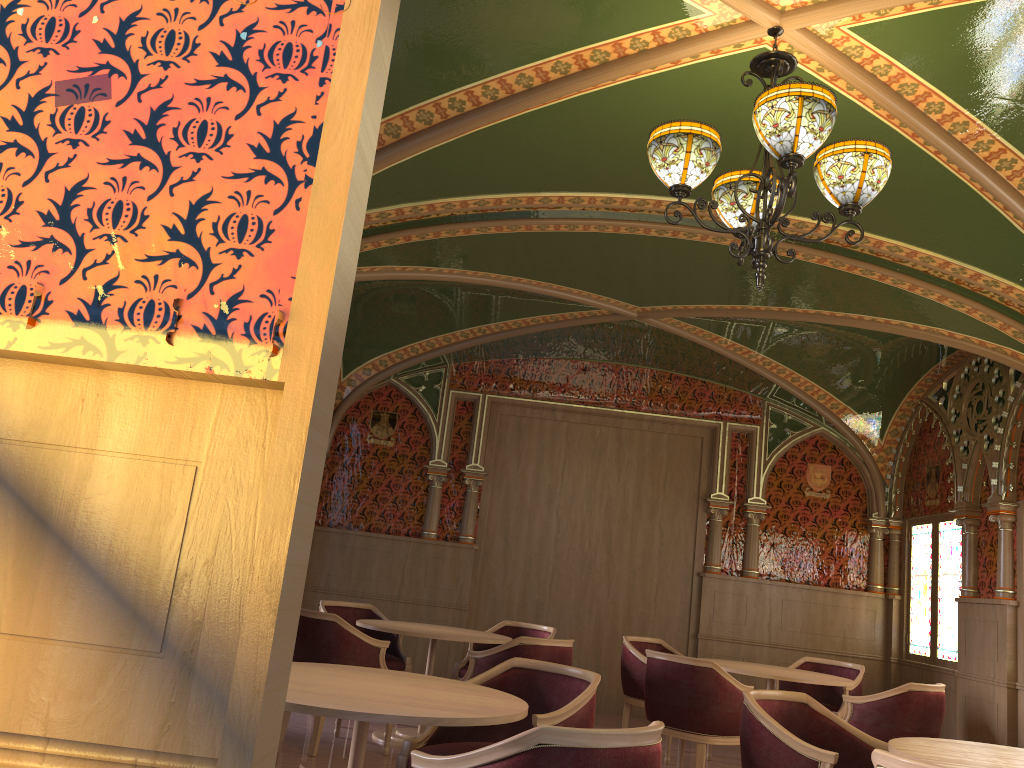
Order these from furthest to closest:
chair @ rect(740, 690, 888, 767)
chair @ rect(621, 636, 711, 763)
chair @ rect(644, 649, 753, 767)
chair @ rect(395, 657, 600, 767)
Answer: chair @ rect(621, 636, 711, 763) → chair @ rect(644, 649, 753, 767) → chair @ rect(395, 657, 600, 767) → chair @ rect(740, 690, 888, 767)

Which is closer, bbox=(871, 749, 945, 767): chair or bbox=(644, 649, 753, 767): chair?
bbox=(871, 749, 945, 767): chair

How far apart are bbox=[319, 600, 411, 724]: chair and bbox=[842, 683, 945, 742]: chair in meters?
3.2

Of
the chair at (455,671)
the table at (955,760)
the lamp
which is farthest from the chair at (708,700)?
the lamp

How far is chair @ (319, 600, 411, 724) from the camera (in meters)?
6.91

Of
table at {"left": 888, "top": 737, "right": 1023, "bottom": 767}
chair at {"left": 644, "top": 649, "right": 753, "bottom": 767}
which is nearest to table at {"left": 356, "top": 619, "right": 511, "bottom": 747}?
chair at {"left": 644, "top": 649, "right": 753, "bottom": 767}

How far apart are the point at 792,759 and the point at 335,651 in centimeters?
306cm

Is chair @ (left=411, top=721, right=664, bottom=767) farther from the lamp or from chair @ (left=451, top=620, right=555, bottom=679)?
chair @ (left=451, top=620, right=555, bottom=679)

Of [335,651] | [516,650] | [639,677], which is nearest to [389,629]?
[335,651]

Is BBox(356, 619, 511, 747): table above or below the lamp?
below
